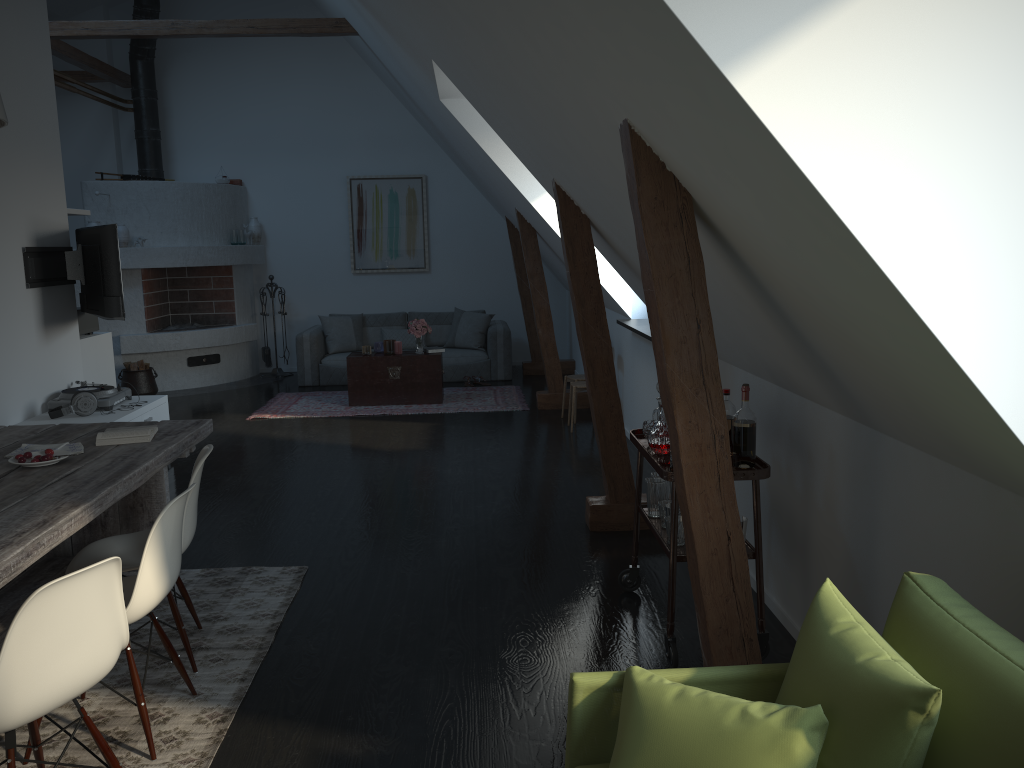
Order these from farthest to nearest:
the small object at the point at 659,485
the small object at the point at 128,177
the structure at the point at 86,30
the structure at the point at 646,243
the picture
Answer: the picture → the small object at the point at 128,177 → the structure at the point at 86,30 → the small object at the point at 659,485 → the structure at the point at 646,243

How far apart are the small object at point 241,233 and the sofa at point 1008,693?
9.48m

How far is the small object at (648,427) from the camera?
3.6m

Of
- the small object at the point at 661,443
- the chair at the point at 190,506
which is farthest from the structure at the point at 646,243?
the chair at the point at 190,506

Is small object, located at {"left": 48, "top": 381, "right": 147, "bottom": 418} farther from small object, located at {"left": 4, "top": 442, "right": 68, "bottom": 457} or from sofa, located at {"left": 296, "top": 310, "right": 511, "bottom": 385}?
sofa, located at {"left": 296, "top": 310, "right": 511, "bottom": 385}

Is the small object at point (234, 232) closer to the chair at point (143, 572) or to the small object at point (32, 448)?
the small object at point (32, 448)

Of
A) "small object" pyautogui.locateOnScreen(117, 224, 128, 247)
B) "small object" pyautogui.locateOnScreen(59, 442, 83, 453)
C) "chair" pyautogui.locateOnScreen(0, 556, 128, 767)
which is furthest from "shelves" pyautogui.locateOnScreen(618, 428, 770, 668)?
"small object" pyautogui.locateOnScreen(117, 224, 128, 247)

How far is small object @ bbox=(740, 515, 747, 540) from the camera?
3.23m

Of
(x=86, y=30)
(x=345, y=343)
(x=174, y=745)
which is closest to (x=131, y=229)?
(x=86, y=30)

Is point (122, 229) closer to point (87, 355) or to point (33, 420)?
point (87, 355)
